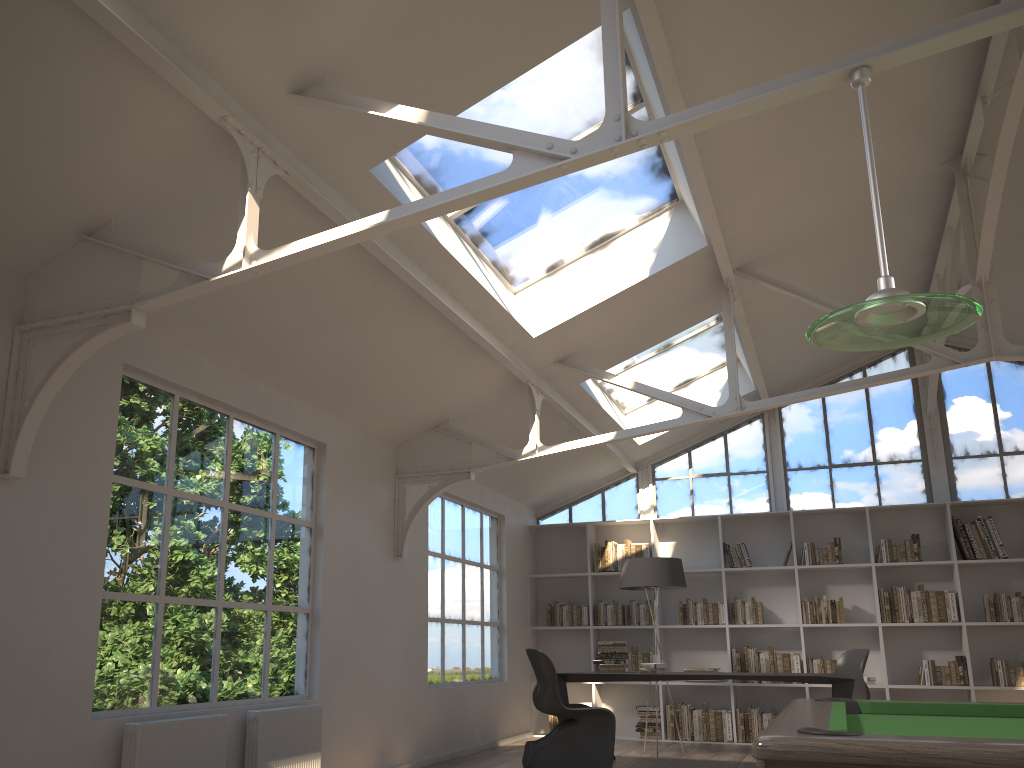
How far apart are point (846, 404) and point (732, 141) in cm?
546

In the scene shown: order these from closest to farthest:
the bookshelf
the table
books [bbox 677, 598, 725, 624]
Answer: the table → the bookshelf → books [bbox 677, 598, 725, 624]

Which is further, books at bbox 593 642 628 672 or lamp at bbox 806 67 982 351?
books at bbox 593 642 628 672

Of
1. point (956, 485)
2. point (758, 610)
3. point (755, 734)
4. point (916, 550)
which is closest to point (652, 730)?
point (755, 734)

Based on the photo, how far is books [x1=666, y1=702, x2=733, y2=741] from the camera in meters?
8.9

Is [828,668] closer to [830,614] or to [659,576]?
[830,614]

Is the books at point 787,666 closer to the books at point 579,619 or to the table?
the books at point 579,619

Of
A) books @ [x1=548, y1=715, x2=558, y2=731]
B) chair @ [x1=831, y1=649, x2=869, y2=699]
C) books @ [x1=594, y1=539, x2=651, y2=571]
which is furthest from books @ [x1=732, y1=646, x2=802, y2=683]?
books @ [x1=548, y1=715, x2=558, y2=731]

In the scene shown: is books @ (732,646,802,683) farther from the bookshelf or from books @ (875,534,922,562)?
books @ (875,534,922,562)

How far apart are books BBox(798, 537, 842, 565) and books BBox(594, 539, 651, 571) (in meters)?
1.61
